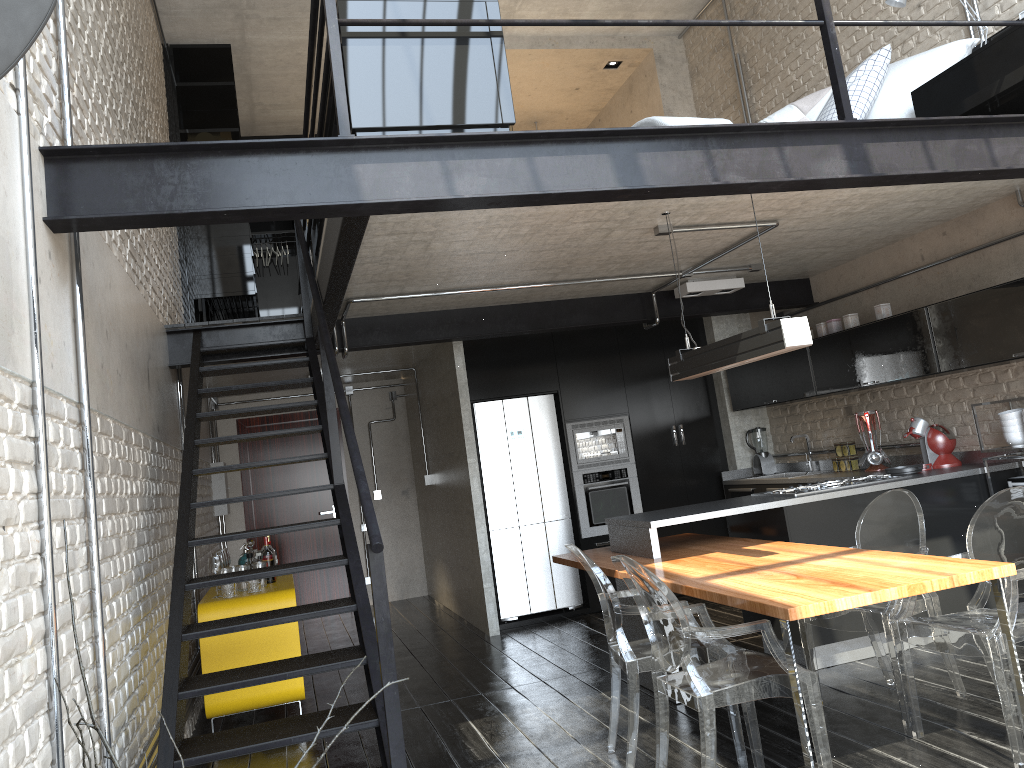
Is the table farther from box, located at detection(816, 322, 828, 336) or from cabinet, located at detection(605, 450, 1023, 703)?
box, located at detection(816, 322, 828, 336)

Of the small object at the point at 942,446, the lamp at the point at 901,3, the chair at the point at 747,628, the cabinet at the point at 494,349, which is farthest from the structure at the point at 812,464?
the chair at the point at 747,628

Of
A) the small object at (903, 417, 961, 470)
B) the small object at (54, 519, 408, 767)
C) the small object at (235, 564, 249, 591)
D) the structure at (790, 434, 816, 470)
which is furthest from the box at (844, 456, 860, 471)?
the small object at (54, 519, 408, 767)

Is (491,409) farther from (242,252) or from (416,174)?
(416,174)

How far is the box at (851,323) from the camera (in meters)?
6.25

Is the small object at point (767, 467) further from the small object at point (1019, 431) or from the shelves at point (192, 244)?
the shelves at point (192, 244)

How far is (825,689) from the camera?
4.5 meters

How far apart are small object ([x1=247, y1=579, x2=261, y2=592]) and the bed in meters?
4.7 m

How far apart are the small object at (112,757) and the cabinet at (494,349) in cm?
664

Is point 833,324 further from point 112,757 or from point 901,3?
point 112,757
